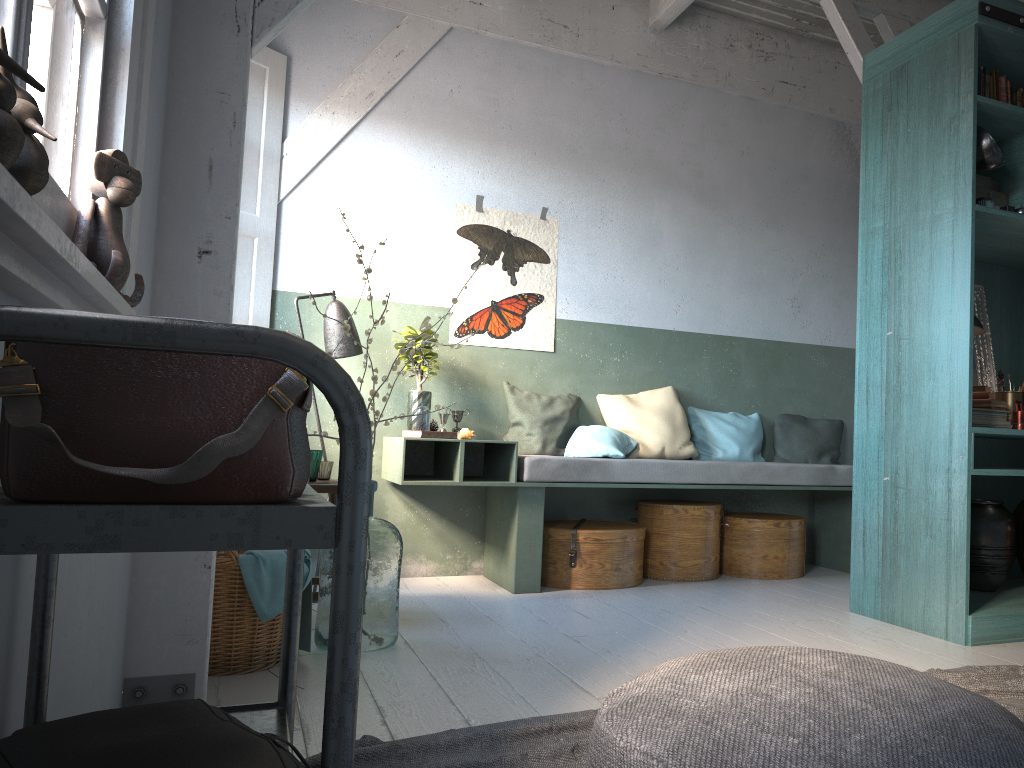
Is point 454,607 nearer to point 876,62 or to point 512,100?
point 512,100

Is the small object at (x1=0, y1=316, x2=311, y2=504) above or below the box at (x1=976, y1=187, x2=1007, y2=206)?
below

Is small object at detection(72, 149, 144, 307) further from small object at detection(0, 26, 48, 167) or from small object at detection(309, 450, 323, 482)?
small object at detection(309, 450, 323, 482)

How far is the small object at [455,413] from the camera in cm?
593

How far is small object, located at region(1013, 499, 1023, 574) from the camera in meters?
5.0

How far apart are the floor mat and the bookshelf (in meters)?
0.51

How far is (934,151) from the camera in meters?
4.5 m

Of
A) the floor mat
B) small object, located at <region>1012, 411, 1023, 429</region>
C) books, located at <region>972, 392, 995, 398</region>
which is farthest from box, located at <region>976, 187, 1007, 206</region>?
the floor mat

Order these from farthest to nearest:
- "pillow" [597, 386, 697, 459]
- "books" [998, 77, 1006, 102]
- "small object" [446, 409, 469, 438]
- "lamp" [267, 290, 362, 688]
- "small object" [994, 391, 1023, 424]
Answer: "pillow" [597, 386, 697, 459]
"small object" [446, 409, 469, 438]
"lamp" [267, 290, 362, 688]
"small object" [994, 391, 1023, 424]
"books" [998, 77, 1006, 102]

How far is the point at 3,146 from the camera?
0.8m
